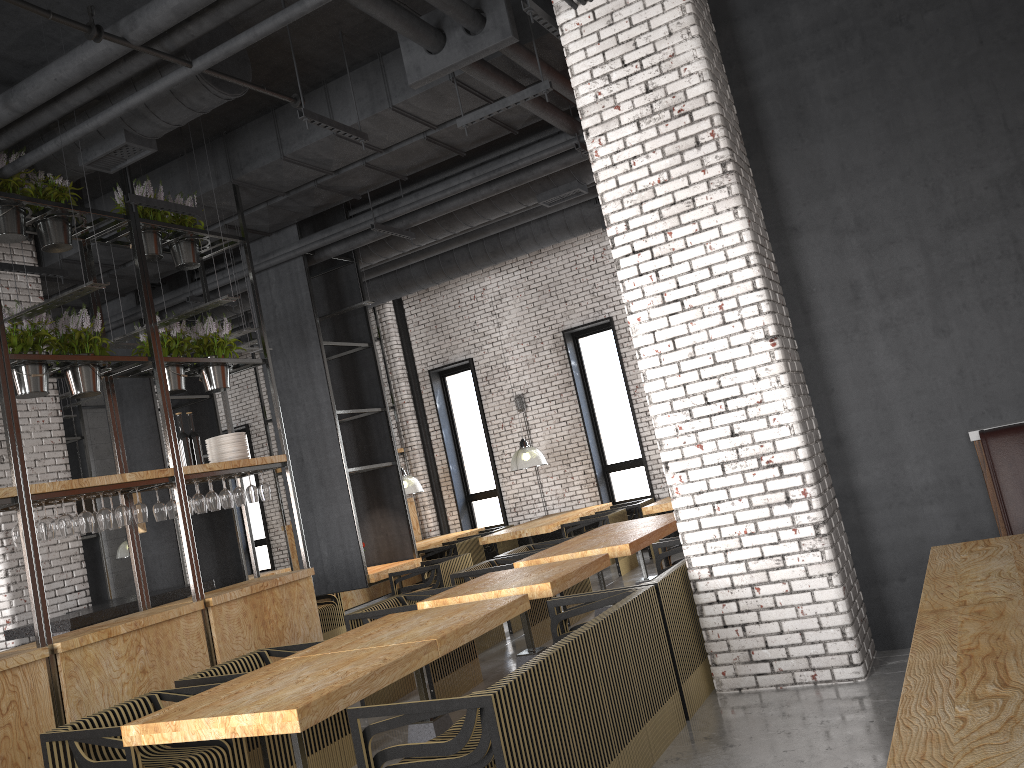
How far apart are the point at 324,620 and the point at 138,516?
4.0 meters

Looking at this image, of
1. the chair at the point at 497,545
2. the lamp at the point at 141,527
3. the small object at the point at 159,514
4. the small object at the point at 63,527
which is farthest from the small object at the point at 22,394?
the chair at the point at 497,545

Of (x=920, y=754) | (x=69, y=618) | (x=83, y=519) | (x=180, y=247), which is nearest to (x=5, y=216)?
(x=180, y=247)

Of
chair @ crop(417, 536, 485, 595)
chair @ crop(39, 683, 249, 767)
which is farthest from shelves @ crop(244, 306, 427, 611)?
chair @ crop(39, 683, 249, 767)

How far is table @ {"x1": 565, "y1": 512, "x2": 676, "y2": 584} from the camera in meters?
7.9

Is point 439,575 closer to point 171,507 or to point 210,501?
point 210,501

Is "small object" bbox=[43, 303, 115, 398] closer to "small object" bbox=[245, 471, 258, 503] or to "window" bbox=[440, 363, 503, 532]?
"small object" bbox=[245, 471, 258, 503]

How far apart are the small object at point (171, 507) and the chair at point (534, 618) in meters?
2.3 m

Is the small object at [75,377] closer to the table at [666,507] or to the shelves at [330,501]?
the shelves at [330,501]

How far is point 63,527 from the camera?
5.84m
